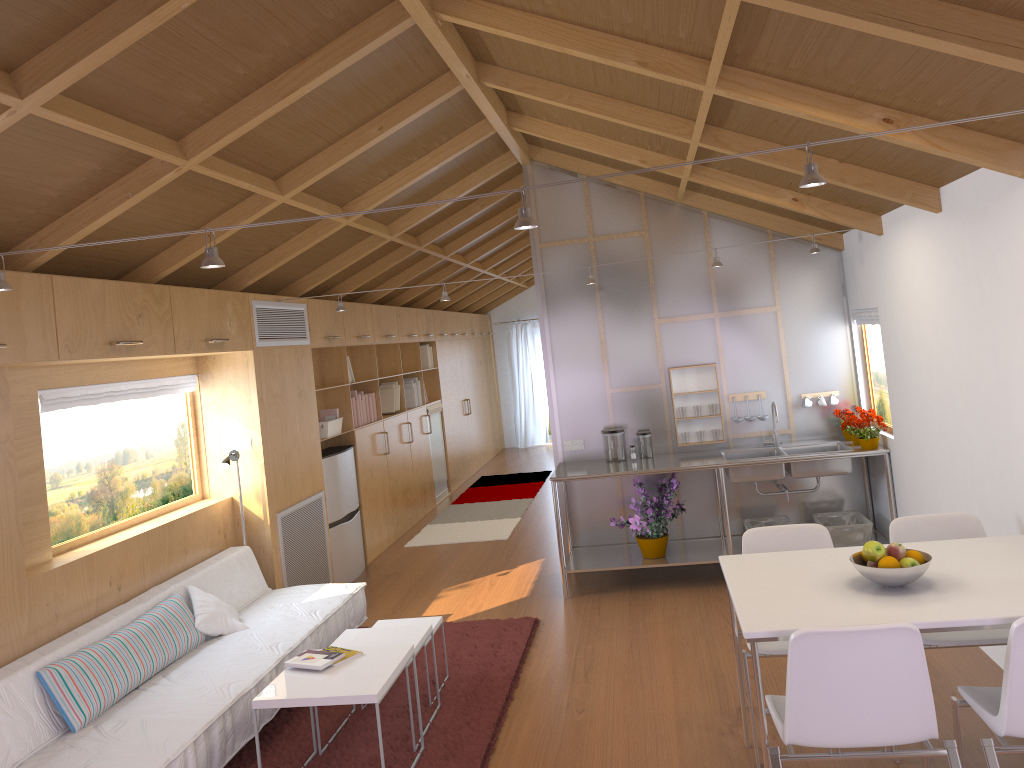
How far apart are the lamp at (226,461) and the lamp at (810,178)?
2.67m

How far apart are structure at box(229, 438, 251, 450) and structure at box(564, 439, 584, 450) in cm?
224

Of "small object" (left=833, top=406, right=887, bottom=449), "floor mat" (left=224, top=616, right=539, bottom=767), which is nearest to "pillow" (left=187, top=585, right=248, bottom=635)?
"floor mat" (left=224, top=616, right=539, bottom=767)

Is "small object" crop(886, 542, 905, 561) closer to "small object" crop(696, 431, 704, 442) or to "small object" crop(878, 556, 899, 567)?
"small object" crop(878, 556, 899, 567)

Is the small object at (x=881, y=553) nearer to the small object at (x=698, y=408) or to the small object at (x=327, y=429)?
the small object at (x=698, y=408)

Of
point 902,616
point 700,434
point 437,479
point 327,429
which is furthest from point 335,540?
point 902,616

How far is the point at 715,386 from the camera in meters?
6.2 m

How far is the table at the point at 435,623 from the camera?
4.5m

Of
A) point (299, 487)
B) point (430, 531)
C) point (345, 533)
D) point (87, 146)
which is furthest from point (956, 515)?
point (430, 531)

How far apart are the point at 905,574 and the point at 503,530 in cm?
545
